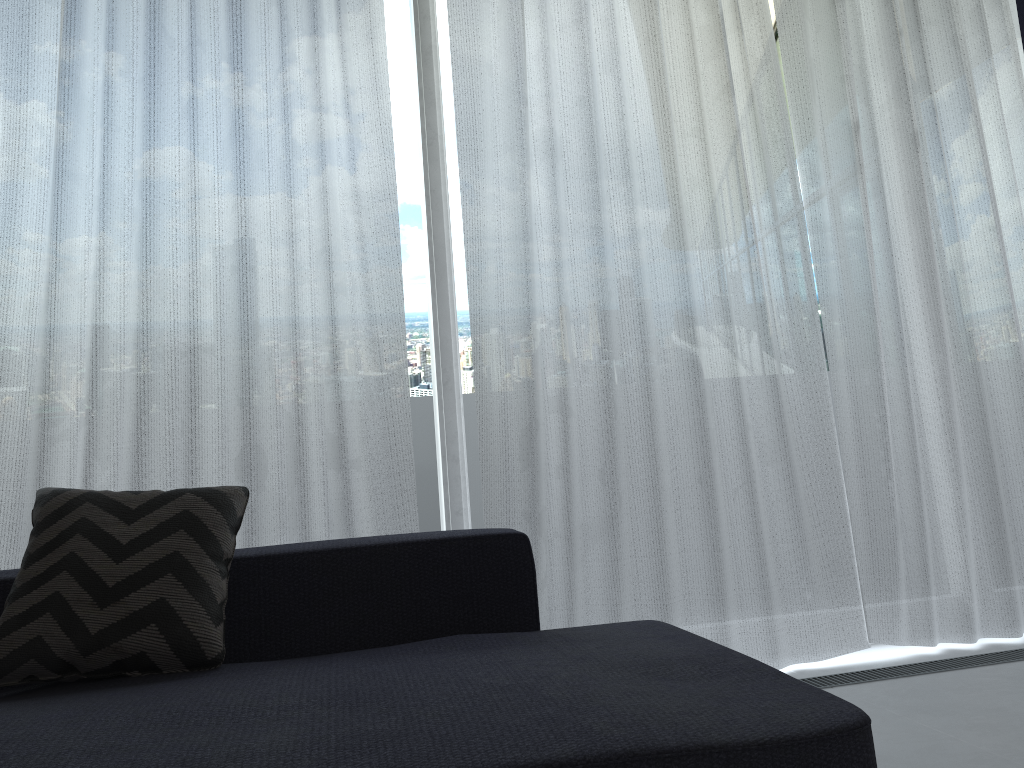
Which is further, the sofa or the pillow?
the pillow

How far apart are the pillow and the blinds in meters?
0.6

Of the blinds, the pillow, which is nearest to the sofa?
the pillow

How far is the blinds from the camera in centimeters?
244cm

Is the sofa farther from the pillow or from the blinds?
the blinds

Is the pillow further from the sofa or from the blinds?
the blinds

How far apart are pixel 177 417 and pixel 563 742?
1.7 meters

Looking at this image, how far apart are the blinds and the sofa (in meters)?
0.56

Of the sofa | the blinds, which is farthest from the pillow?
the blinds

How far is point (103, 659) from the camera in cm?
153
